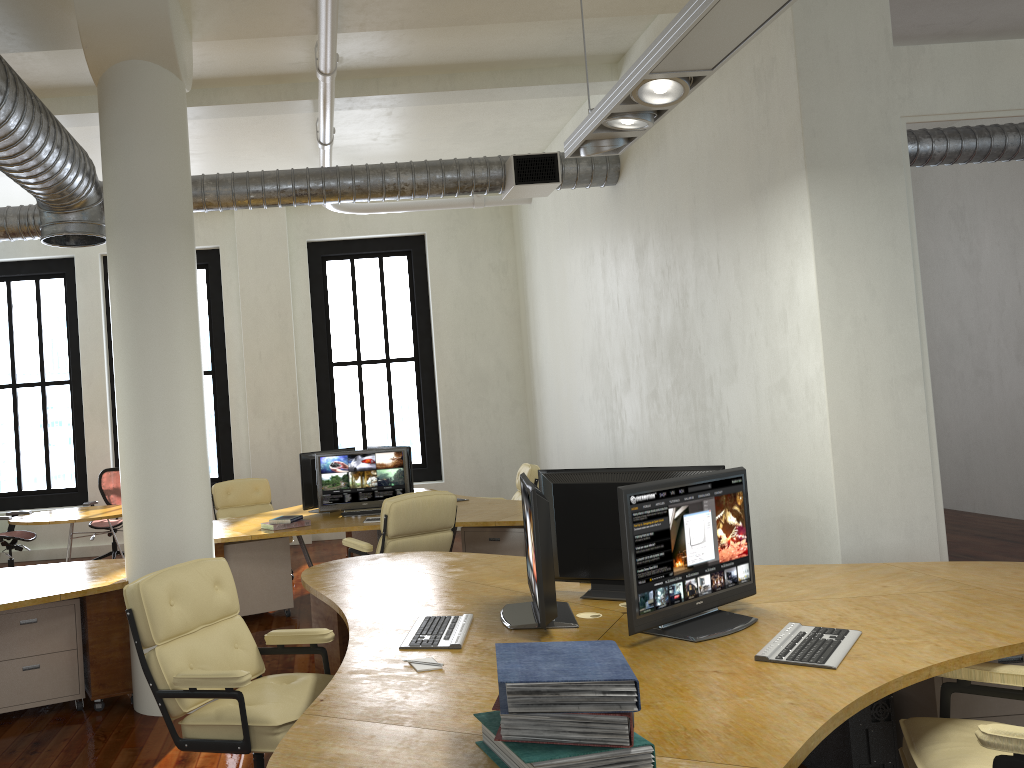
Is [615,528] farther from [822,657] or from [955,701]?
[955,701]

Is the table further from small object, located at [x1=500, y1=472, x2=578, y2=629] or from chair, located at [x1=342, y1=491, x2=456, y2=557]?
small object, located at [x1=500, y1=472, x2=578, y2=629]

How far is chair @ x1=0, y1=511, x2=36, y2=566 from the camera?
9.6 meters

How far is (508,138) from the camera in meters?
9.5

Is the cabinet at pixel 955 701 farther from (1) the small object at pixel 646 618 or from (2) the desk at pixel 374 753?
(1) the small object at pixel 646 618

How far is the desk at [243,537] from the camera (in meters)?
6.75

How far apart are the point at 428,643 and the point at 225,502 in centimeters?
594cm

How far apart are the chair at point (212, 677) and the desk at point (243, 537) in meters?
2.8 m

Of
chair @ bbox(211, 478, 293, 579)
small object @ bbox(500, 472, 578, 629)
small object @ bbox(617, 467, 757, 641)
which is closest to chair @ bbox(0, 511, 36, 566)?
chair @ bbox(211, 478, 293, 579)

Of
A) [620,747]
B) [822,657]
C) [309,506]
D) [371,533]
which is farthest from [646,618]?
[371,533]
